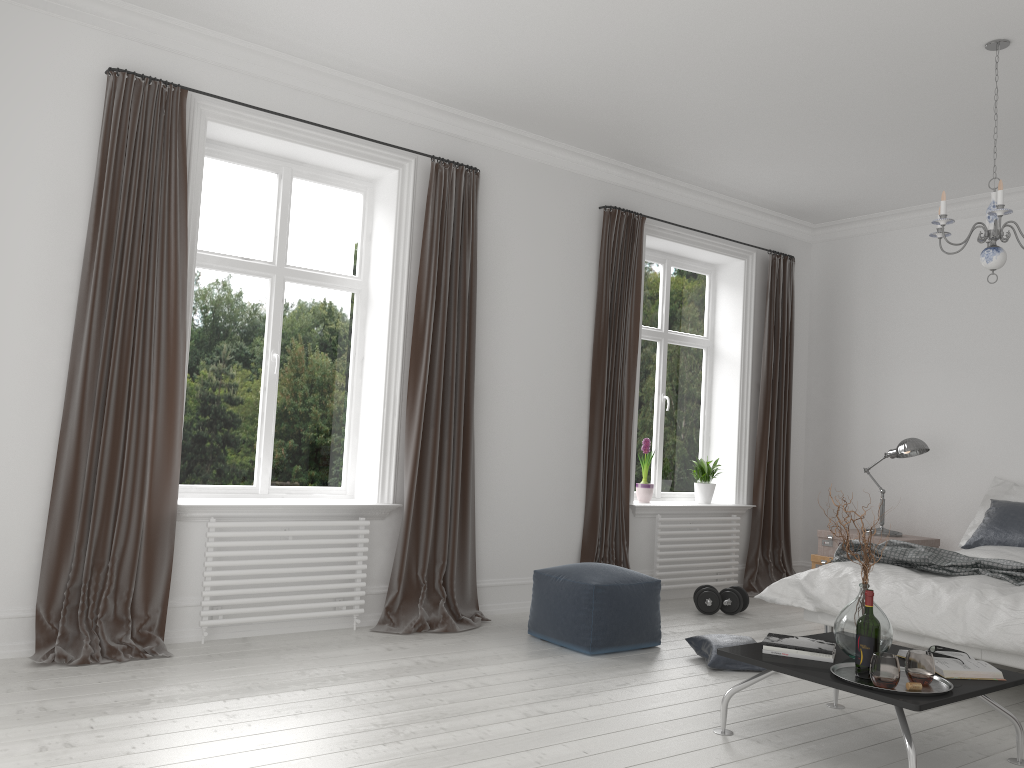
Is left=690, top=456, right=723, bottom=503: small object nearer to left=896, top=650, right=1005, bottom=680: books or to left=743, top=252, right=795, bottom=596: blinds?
left=743, top=252, right=795, bottom=596: blinds

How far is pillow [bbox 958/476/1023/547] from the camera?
5.8m

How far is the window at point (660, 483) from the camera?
6.85m

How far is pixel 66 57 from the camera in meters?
4.1 m

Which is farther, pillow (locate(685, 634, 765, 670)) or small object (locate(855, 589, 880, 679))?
pillow (locate(685, 634, 765, 670))

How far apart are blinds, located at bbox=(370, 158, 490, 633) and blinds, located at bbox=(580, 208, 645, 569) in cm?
92

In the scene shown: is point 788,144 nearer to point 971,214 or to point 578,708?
point 971,214

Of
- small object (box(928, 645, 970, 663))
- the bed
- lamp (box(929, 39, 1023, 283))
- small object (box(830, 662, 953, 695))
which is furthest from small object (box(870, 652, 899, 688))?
lamp (box(929, 39, 1023, 283))

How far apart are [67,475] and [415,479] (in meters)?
1.77

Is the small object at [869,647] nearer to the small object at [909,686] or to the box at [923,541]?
the small object at [909,686]
